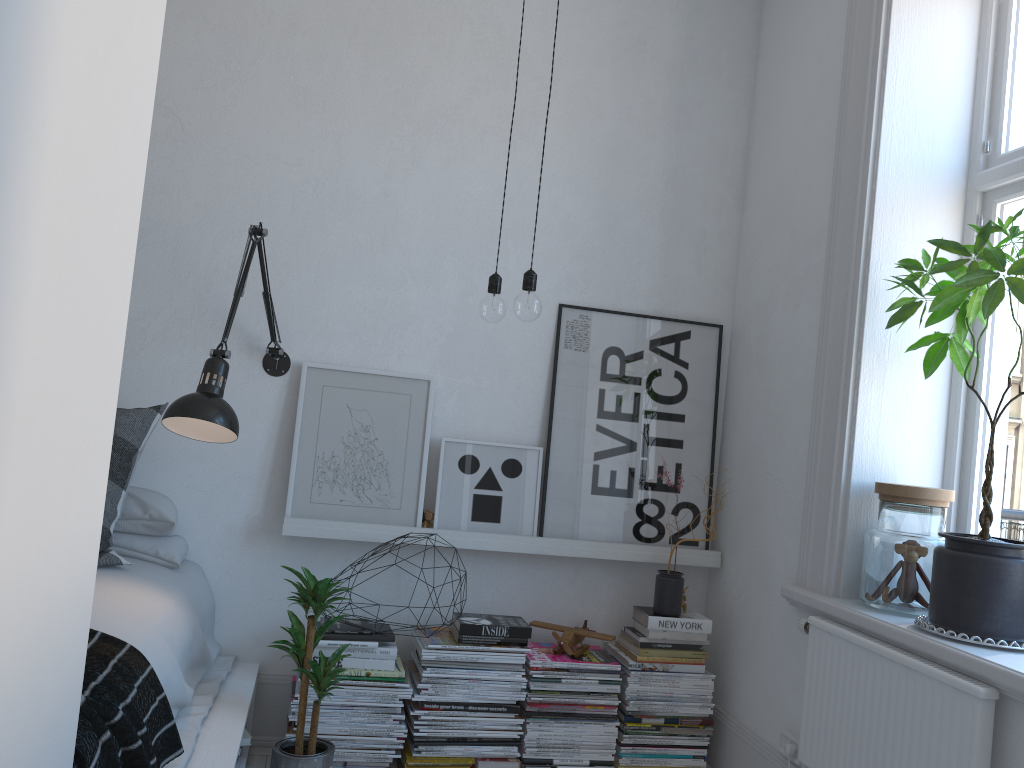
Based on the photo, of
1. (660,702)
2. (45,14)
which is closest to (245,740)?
(660,702)

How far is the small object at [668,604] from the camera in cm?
299

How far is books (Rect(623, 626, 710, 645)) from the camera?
3.0 meters

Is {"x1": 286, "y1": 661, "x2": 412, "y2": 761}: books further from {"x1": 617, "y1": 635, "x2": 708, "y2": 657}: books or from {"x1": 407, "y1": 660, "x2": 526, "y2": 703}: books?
{"x1": 617, "y1": 635, "x2": 708, "y2": 657}: books

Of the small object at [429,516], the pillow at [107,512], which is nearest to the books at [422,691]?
the small object at [429,516]

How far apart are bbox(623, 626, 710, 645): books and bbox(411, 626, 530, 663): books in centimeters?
40cm

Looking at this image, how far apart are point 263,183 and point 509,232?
0.9m

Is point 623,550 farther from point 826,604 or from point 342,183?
point 342,183

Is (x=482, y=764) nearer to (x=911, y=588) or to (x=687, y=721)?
(x=687, y=721)

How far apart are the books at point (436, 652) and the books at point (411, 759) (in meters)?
0.31
